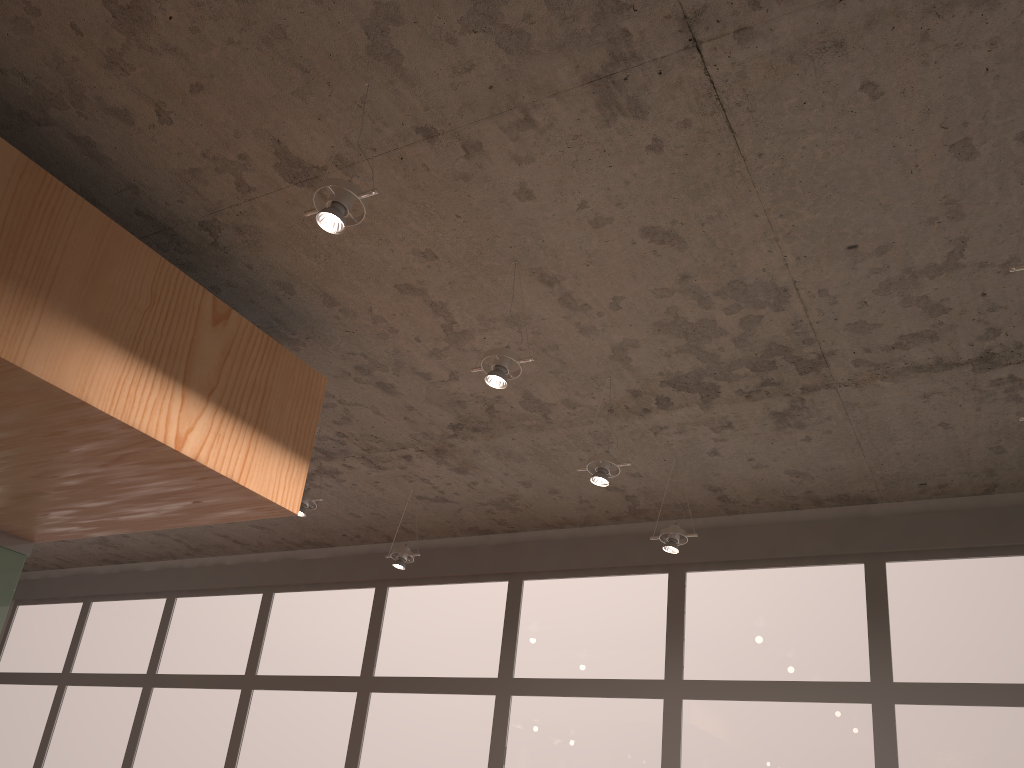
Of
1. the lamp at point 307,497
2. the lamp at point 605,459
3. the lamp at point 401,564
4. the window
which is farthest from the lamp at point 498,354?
the window

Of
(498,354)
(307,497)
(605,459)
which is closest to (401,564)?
A: (307,497)

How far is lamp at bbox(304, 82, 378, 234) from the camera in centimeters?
217cm

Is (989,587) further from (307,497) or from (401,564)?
(307,497)

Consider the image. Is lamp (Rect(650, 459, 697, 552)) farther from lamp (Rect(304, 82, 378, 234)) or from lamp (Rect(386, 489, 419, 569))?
lamp (Rect(304, 82, 378, 234))

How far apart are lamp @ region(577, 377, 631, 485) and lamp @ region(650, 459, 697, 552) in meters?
0.7

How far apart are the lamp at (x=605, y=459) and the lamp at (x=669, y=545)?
0.7 meters

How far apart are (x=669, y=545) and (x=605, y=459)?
0.8 meters

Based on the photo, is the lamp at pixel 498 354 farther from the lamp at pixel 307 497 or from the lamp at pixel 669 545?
the lamp at pixel 307 497

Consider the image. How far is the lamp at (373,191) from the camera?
2.2 meters
